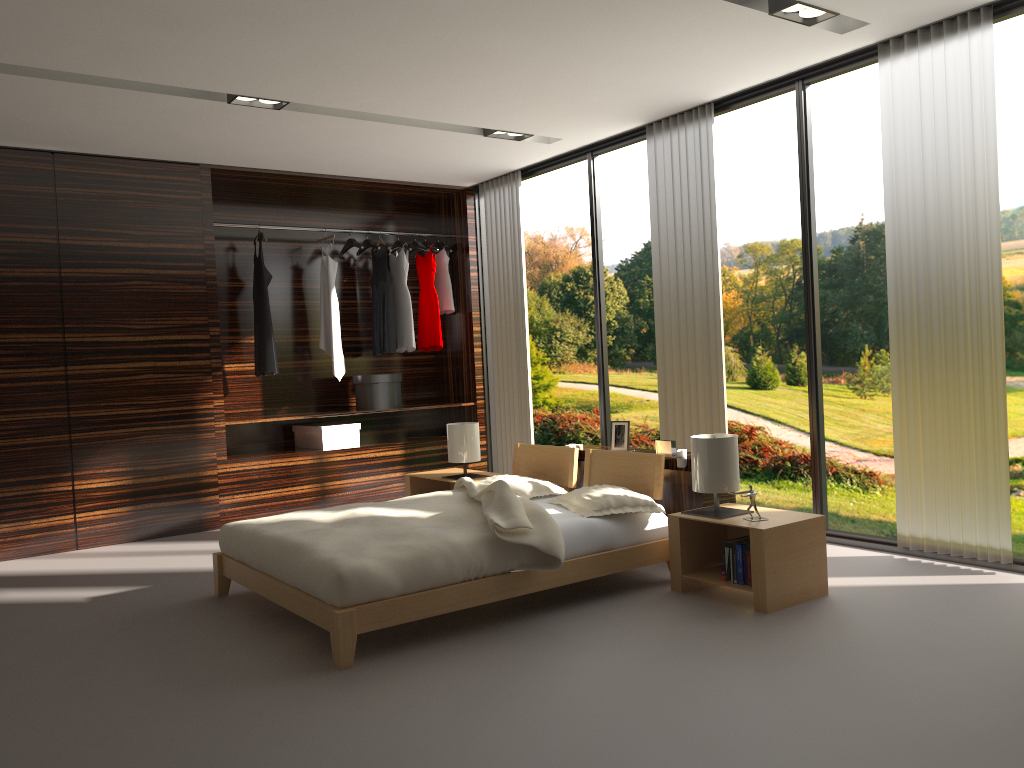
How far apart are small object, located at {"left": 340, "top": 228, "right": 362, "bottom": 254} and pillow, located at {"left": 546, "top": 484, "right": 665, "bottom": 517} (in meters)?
3.24

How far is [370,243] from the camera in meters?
6.7

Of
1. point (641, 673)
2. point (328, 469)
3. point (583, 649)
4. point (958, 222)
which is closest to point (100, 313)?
point (328, 469)

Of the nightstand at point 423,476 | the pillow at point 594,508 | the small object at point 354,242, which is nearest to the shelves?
the nightstand at point 423,476

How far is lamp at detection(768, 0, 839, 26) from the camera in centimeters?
364cm

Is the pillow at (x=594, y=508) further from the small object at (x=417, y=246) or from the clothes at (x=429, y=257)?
the small object at (x=417, y=246)

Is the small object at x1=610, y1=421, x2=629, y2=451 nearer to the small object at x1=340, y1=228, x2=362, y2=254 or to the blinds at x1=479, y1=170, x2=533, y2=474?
the blinds at x1=479, y1=170, x2=533, y2=474

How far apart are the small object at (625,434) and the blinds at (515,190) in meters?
Result: 1.9 m

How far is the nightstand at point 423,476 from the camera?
5.47m

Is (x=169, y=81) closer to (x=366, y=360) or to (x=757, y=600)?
(x=366, y=360)
